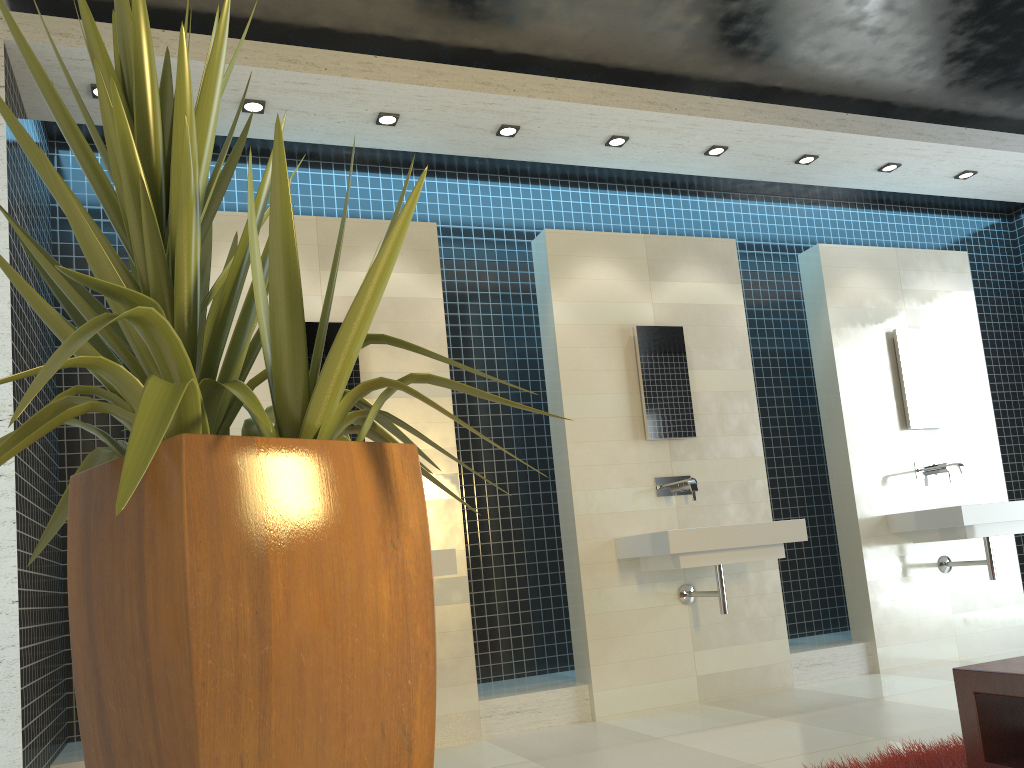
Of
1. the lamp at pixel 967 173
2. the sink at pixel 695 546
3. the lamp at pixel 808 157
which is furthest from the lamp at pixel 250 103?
the lamp at pixel 967 173

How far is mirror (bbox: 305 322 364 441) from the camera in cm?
448

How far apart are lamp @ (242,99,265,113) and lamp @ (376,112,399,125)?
0.58m

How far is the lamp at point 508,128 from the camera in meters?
4.7

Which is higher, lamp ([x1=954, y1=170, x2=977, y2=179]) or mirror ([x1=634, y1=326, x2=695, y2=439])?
lamp ([x1=954, y1=170, x2=977, y2=179])

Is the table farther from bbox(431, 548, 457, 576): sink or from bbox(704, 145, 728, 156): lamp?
bbox(704, 145, 728, 156): lamp

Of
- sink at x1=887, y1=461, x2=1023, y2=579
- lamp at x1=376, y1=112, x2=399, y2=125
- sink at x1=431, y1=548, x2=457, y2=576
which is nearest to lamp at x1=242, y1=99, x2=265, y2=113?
lamp at x1=376, y1=112, x2=399, y2=125

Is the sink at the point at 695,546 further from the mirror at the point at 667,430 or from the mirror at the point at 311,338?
the mirror at the point at 311,338

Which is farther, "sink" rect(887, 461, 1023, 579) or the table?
"sink" rect(887, 461, 1023, 579)

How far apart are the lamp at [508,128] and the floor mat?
3.4m
